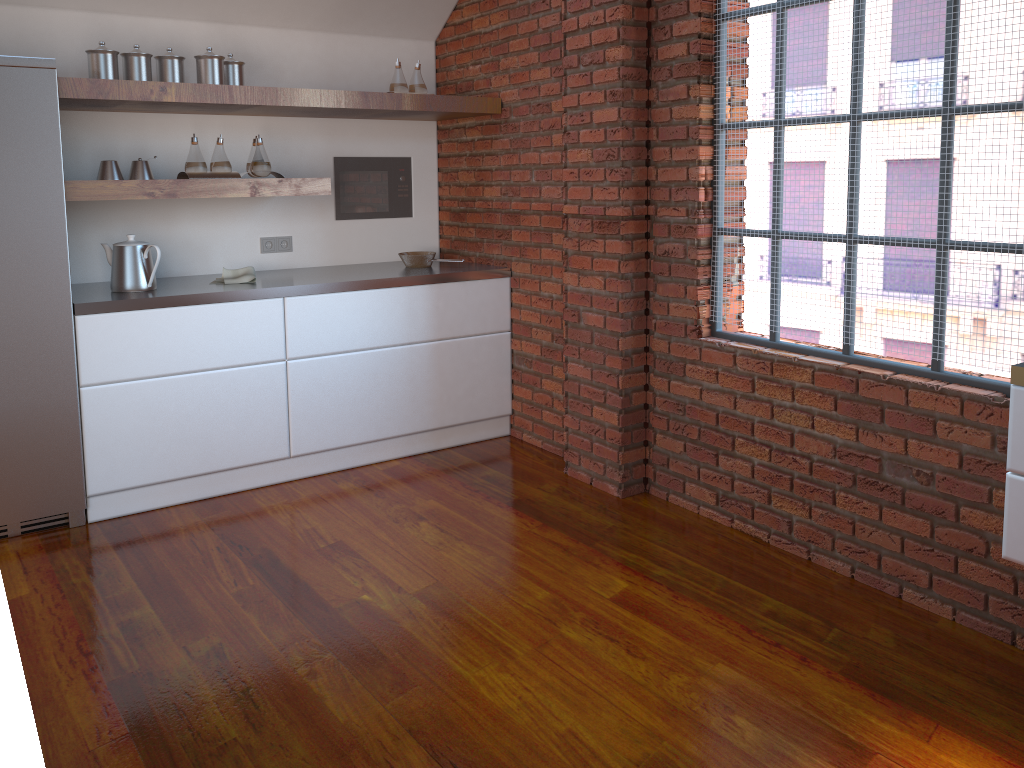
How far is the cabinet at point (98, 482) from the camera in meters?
3.5

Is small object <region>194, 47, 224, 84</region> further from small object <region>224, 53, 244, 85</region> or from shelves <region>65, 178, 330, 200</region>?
shelves <region>65, 178, 330, 200</region>

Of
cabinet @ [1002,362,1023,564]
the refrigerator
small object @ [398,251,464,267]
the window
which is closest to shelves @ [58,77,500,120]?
the refrigerator

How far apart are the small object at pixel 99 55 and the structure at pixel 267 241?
1.08m

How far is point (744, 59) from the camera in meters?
3.1

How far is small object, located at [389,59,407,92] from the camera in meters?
4.2

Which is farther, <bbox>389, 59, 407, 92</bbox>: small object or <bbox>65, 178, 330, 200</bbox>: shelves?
<bbox>389, 59, 407, 92</bbox>: small object

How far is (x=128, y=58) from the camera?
3.5m

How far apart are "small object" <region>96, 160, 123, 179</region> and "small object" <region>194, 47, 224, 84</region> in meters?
0.5

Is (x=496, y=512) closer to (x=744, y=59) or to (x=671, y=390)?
(x=671, y=390)
